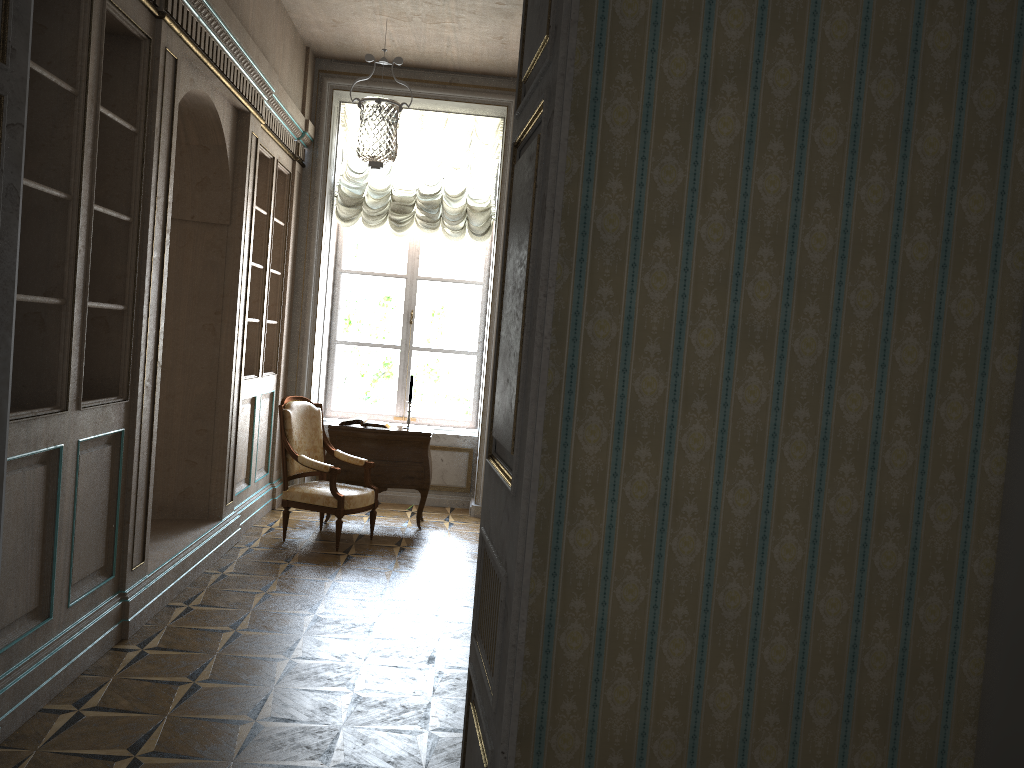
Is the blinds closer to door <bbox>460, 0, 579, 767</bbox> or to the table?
the table

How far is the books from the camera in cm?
697

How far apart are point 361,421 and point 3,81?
4.67m

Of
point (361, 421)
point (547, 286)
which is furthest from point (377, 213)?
point (547, 286)

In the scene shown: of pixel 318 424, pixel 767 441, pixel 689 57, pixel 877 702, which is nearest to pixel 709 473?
pixel 767 441

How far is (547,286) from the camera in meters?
1.9

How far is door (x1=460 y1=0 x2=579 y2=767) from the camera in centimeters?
191cm

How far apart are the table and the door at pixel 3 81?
4.4 meters

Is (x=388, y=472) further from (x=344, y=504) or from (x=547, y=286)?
(x=547, y=286)

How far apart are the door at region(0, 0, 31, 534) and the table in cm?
435
